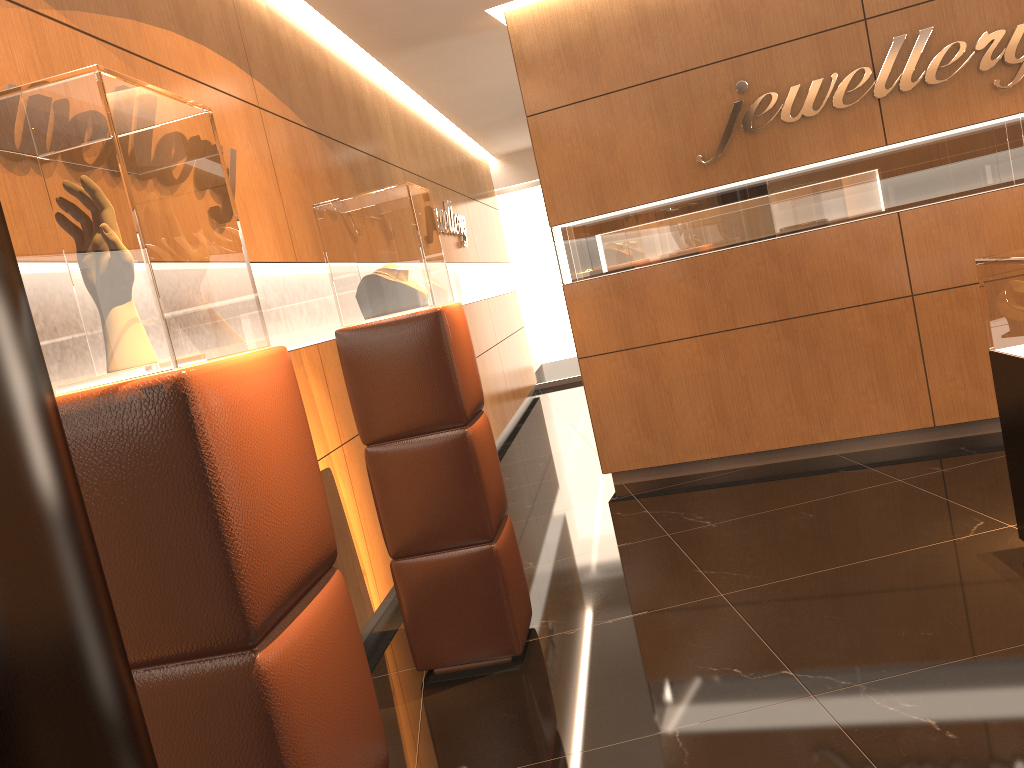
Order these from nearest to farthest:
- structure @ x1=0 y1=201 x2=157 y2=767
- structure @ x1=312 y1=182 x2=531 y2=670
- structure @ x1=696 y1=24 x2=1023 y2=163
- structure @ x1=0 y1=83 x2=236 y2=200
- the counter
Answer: structure @ x1=0 y1=201 x2=157 y2=767
the counter
structure @ x1=312 y1=182 x2=531 y2=670
structure @ x1=0 y1=83 x2=236 y2=200
structure @ x1=696 y1=24 x2=1023 y2=163

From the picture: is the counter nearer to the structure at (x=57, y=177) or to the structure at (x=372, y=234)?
the structure at (x=372, y=234)

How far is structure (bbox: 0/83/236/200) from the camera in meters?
3.6

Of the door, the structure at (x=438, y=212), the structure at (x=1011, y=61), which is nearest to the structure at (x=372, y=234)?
the structure at (x=1011, y=61)

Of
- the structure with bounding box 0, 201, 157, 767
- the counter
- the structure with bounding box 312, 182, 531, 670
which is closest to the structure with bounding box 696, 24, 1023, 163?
the counter

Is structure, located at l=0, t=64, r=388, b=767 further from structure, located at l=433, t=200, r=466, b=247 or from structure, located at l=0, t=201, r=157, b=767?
structure, located at l=433, t=200, r=466, b=247

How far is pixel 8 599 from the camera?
0.3 meters

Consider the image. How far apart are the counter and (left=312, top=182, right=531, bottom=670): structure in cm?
206

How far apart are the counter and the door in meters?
9.1

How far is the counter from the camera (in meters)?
3.25
